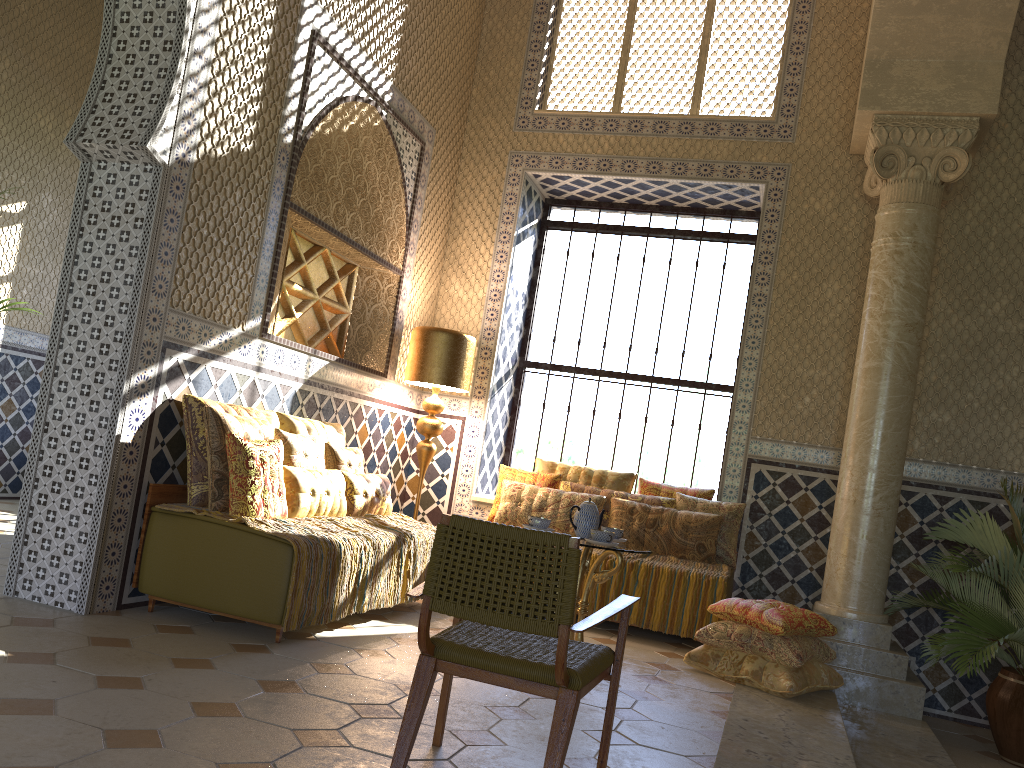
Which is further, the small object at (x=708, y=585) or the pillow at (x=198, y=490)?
the small object at (x=708, y=585)

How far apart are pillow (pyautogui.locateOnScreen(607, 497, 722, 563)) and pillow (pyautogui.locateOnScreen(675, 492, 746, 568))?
0.1m

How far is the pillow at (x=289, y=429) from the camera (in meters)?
7.70

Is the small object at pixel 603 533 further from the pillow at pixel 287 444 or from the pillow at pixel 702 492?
the pillow at pixel 702 492

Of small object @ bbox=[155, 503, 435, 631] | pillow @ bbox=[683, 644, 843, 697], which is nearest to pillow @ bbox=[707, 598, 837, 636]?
pillow @ bbox=[683, 644, 843, 697]

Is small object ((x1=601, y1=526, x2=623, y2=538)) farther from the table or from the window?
the window

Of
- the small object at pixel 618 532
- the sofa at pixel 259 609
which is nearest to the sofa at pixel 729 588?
the small object at pixel 618 532

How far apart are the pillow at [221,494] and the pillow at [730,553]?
4.4m

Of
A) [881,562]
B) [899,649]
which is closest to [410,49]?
[881,562]

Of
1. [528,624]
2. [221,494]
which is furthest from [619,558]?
[528,624]
